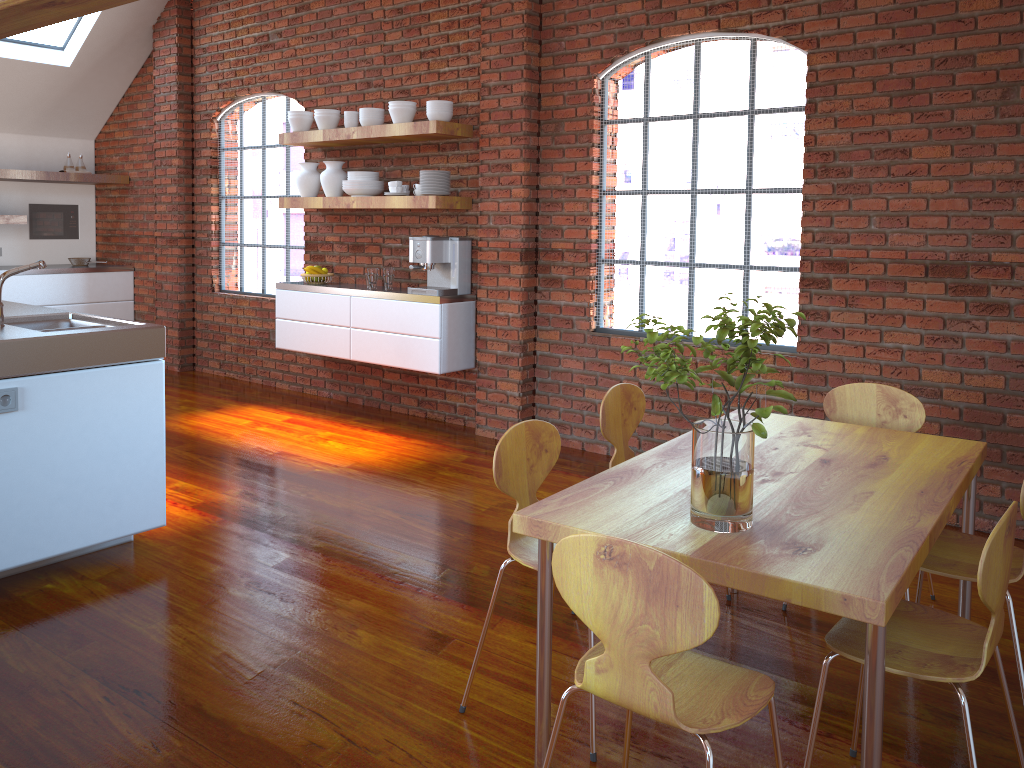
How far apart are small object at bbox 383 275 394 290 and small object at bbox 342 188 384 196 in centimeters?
57cm

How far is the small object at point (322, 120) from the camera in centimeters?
586cm

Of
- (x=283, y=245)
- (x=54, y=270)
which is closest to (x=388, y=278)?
(x=283, y=245)

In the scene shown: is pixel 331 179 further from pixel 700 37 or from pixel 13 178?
pixel 13 178

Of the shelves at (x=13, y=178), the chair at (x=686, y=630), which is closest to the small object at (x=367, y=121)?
the shelves at (x=13, y=178)

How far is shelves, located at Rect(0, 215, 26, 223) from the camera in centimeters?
730cm

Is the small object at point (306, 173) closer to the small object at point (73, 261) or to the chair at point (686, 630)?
the small object at point (73, 261)

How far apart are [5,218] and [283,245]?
2.5 meters

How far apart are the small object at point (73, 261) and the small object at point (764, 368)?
7.4m

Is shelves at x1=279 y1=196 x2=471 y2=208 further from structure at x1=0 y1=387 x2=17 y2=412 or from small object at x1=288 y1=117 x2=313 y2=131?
structure at x1=0 y1=387 x2=17 y2=412
